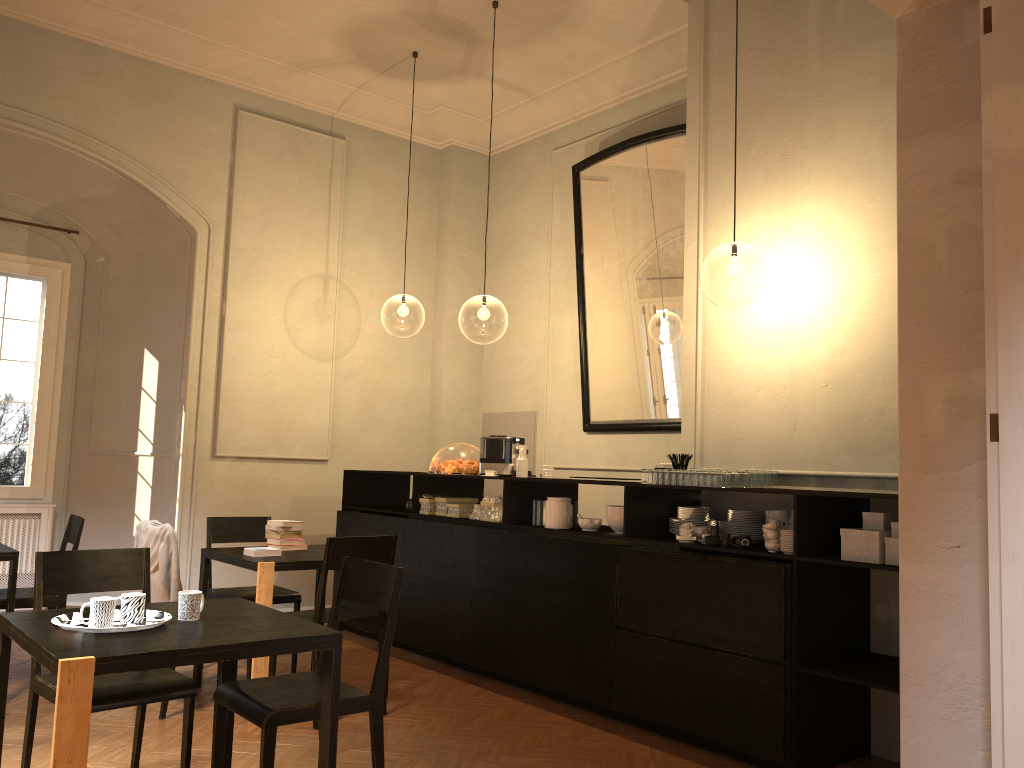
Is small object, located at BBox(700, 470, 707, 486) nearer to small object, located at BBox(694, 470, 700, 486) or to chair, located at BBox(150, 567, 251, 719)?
small object, located at BBox(694, 470, 700, 486)

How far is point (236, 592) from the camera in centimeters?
616cm

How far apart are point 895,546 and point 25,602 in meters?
5.1 m

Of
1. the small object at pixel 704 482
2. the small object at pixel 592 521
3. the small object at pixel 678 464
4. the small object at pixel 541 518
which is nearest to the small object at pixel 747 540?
the small object at pixel 704 482

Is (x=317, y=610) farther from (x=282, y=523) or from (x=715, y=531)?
(x=715, y=531)

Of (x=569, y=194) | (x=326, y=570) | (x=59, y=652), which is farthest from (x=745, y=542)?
(x=569, y=194)

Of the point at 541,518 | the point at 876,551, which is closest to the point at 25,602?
the point at 541,518

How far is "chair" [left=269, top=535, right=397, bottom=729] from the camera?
5.1 meters

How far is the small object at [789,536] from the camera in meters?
4.6 m

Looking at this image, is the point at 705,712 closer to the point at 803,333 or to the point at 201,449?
the point at 803,333
